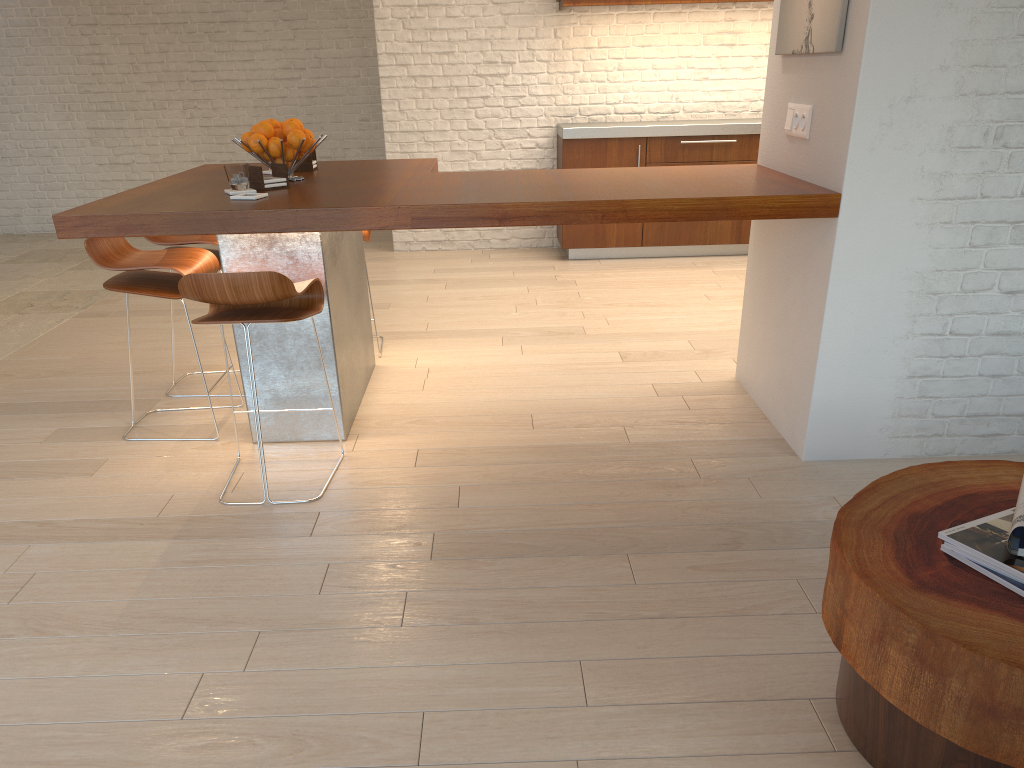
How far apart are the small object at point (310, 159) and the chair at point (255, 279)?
1.09m

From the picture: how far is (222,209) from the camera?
2.9m

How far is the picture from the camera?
2.9 meters

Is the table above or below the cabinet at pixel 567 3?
below

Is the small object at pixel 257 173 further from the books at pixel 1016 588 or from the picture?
the books at pixel 1016 588

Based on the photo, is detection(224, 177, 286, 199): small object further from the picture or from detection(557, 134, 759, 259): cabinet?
detection(557, 134, 759, 259): cabinet

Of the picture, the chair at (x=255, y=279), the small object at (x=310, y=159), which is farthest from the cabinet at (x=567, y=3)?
the chair at (x=255, y=279)

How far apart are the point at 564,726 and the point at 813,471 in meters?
1.6

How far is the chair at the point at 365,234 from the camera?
4.4 meters

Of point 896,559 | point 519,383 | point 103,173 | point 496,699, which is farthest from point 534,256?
point 896,559
